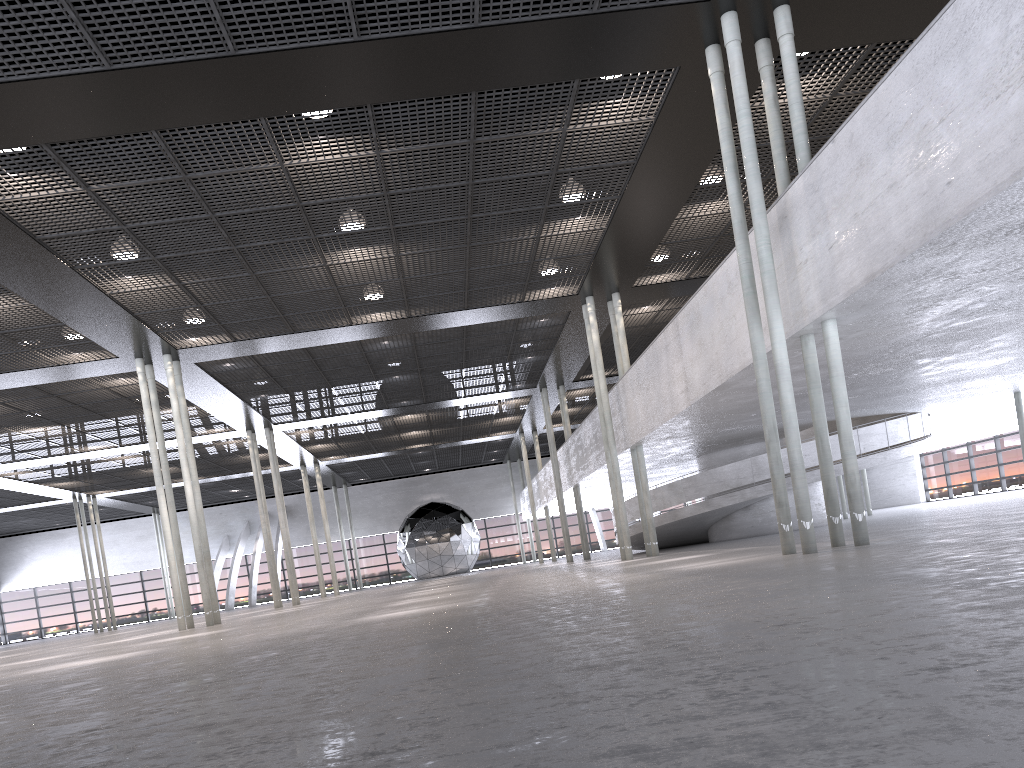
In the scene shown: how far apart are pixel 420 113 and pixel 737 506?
13.9 meters

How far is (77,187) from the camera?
11.9m
